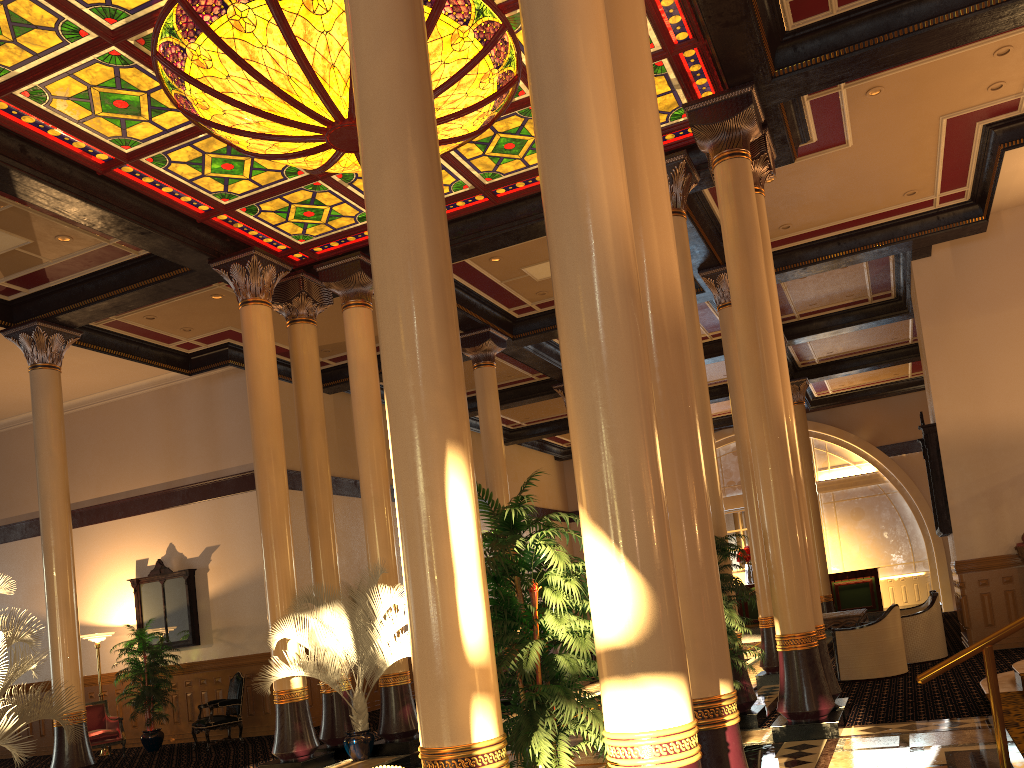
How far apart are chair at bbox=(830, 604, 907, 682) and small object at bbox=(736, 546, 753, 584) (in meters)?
10.32

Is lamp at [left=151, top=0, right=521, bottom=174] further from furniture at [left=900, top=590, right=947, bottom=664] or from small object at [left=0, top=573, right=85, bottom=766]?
furniture at [left=900, top=590, right=947, bottom=664]

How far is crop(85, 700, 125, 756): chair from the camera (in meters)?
13.24

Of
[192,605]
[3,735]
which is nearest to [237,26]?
[3,735]

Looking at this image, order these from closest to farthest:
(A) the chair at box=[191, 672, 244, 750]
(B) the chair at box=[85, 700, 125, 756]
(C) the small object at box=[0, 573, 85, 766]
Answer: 1. (C) the small object at box=[0, 573, 85, 766]
2. (A) the chair at box=[191, 672, 244, 750]
3. (B) the chair at box=[85, 700, 125, 756]

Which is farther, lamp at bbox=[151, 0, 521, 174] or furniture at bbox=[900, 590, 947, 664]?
furniture at bbox=[900, 590, 947, 664]

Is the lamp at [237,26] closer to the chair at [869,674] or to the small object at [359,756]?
the small object at [359,756]

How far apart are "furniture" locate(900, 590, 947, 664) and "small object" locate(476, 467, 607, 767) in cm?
857

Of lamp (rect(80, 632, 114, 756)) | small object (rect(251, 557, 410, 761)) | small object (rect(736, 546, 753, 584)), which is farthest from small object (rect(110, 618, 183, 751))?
small object (rect(736, 546, 753, 584))

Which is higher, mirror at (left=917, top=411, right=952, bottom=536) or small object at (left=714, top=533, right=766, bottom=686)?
mirror at (left=917, top=411, right=952, bottom=536)
